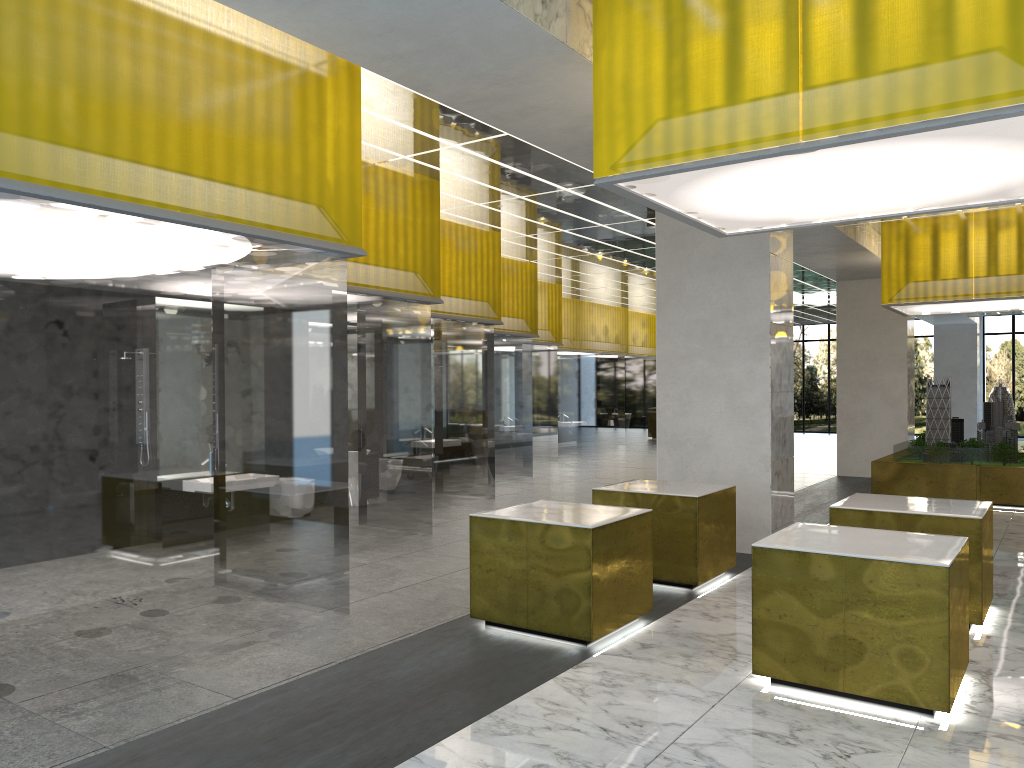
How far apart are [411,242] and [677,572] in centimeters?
650cm

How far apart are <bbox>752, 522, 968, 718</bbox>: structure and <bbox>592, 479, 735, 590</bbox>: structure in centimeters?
231cm

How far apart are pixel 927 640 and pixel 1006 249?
14.8 meters

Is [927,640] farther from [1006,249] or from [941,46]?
[1006,249]

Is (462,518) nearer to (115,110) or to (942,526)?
(942,526)

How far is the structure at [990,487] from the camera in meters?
19.2 m

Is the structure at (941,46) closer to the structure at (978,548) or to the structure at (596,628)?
the structure at (596,628)

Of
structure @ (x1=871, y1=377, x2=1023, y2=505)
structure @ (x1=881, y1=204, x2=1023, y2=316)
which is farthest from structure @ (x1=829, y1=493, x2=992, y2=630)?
structure @ (x1=881, y1=204, x2=1023, y2=316)

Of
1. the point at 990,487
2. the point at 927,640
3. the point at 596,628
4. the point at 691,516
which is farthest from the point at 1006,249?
the point at 596,628

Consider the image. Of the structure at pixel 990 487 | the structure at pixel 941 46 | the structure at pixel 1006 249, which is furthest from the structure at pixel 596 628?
the structure at pixel 1006 249
